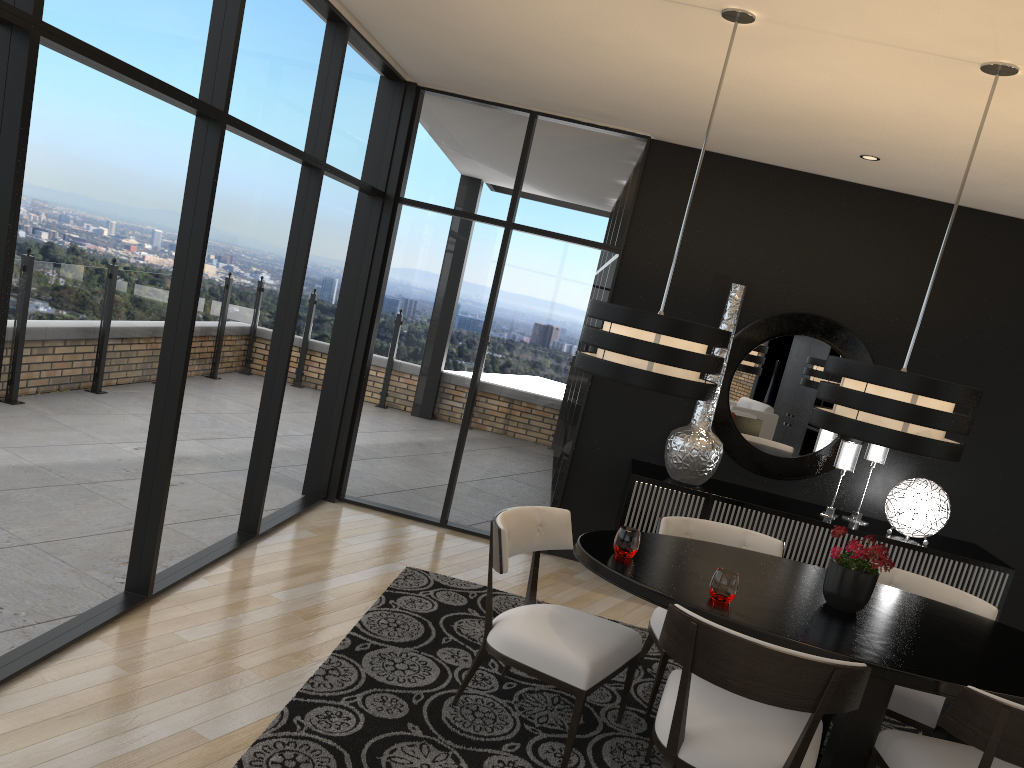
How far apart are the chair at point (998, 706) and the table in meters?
0.1 m

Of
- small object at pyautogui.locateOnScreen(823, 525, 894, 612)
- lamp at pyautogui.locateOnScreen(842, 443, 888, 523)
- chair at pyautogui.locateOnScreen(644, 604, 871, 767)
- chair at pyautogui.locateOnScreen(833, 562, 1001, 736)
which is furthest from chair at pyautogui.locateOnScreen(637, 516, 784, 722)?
lamp at pyautogui.locateOnScreen(842, 443, 888, 523)

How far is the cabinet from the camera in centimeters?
500cm

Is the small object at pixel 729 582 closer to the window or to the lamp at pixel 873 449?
the window

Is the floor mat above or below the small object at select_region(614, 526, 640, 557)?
below

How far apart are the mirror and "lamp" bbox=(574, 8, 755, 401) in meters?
2.3

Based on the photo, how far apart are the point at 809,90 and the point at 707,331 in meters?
1.5 m

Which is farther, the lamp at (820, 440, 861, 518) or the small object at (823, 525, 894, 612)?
the lamp at (820, 440, 861, 518)

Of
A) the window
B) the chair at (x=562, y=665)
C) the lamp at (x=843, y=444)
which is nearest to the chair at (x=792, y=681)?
the chair at (x=562, y=665)

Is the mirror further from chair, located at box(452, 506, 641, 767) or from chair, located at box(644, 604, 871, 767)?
chair, located at box(644, 604, 871, 767)
